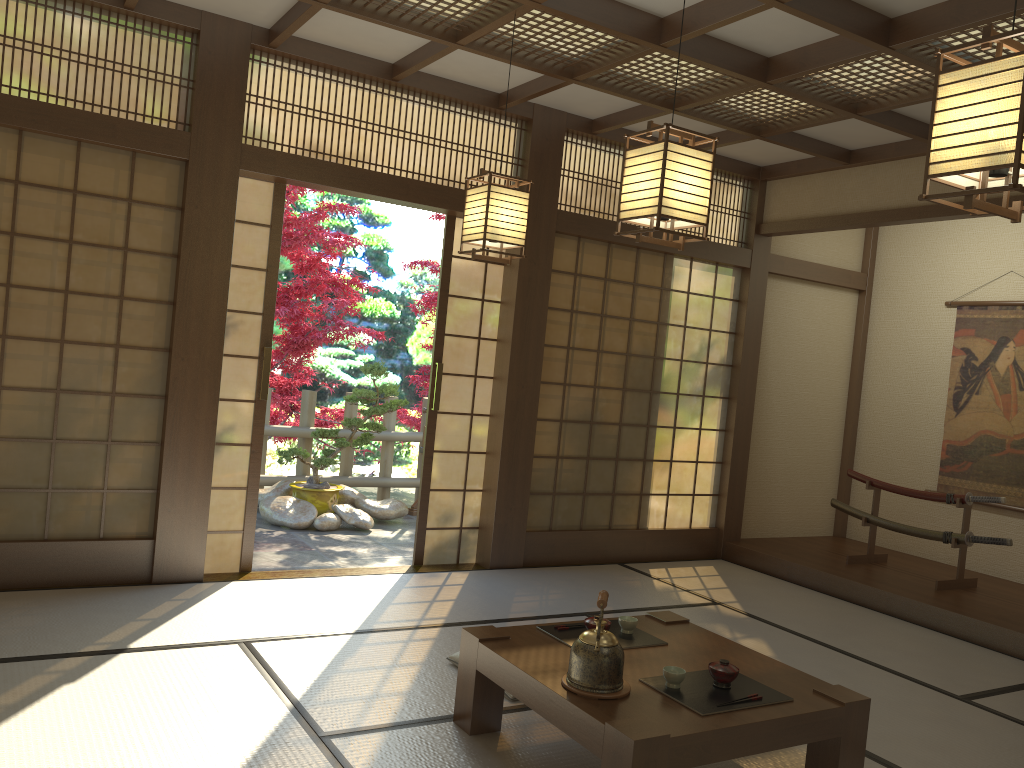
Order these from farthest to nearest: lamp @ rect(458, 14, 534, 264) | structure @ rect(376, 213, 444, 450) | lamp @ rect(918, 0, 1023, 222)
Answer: structure @ rect(376, 213, 444, 450) → lamp @ rect(458, 14, 534, 264) → lamp @ rect(918, 0, 1023, 222)

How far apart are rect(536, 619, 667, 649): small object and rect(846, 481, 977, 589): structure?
3.3 meters

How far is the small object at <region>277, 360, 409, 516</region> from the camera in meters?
7.2

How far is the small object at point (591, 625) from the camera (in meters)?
3.25

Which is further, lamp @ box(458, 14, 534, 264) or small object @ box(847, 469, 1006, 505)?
small object @ box(847, 469, 1006, 505)

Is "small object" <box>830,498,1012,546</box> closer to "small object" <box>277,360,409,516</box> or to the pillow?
"small object" <box>277,360,409,516</box>

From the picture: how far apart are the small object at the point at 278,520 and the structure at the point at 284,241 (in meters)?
1.01

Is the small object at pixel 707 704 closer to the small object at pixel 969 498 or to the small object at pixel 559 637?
the small object at pixel 559 637

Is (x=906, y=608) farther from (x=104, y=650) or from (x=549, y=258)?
(x=104, y=650)

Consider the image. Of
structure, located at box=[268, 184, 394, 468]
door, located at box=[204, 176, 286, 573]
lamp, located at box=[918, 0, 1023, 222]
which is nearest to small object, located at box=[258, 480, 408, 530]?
structure, located at box=[268, 184, 394, 468]
